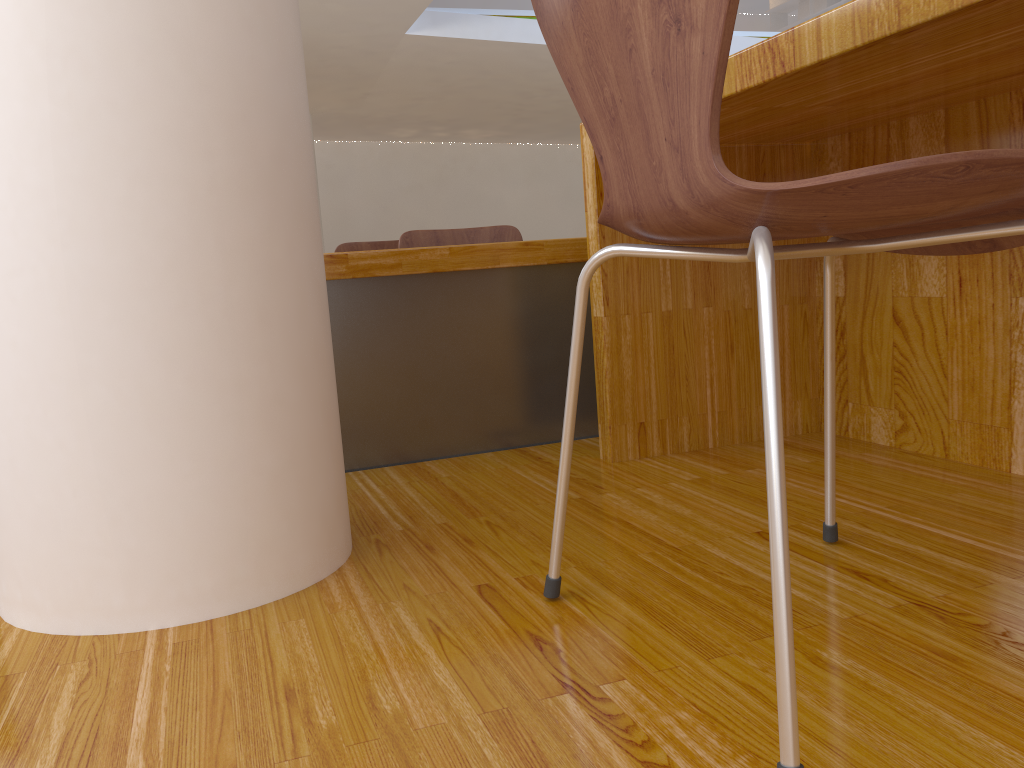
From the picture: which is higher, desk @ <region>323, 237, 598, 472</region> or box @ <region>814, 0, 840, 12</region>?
box @ <region>814, 0, 840, 12</region>

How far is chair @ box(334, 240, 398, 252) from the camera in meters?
3.1

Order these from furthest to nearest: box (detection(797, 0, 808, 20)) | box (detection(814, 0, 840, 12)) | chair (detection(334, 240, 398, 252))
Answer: box (detection(797, 0, 808, 20))
box (detection(814, 0, 840, 12))
chair (detection(334, 240, 398, 252))

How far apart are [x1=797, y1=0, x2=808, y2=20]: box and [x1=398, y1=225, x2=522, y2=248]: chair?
11.2m

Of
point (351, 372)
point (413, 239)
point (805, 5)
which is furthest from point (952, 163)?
point (805, 5)

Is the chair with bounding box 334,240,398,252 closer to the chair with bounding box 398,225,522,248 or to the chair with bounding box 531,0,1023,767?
Answer: the chair with bounding box 398,225,522,248

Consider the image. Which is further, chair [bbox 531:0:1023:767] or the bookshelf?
the bookshelf

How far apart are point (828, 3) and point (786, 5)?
0.85m

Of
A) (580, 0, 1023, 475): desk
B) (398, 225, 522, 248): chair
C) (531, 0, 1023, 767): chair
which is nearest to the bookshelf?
(398, 225, 522, 248): chair

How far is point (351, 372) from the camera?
1.7m
